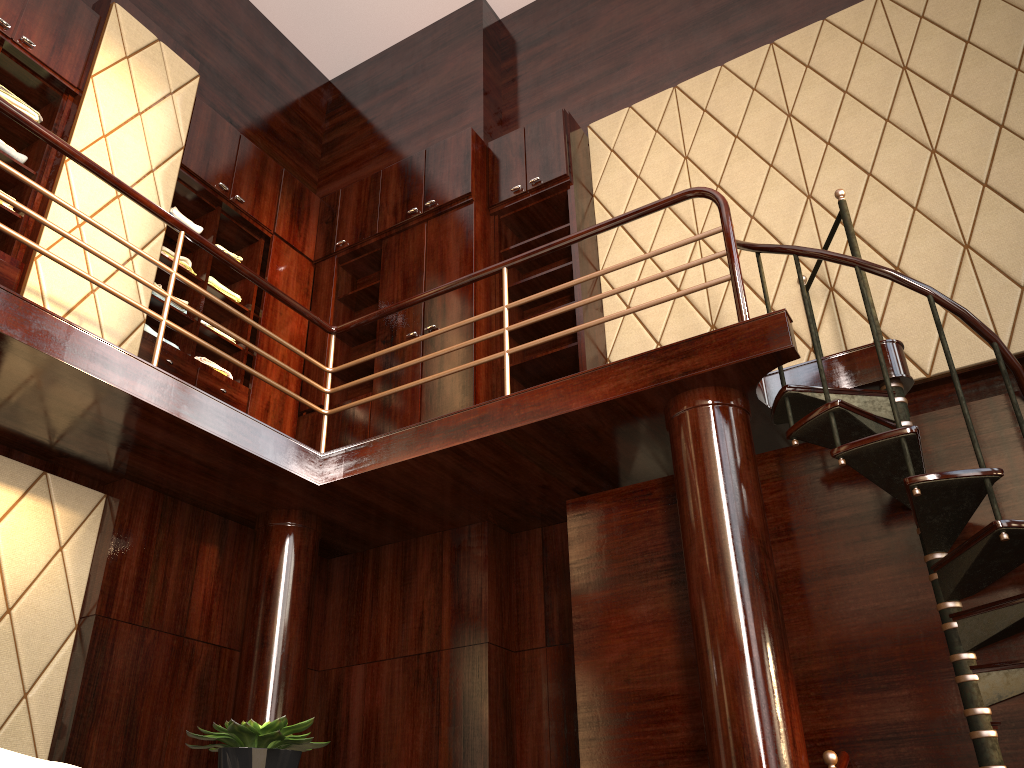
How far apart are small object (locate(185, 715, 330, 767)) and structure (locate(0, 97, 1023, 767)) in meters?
1.8 m

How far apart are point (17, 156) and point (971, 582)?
4.4m

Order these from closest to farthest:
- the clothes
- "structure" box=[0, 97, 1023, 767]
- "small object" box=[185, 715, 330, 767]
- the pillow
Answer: the pillow → "small object" box=[185, 715, 330, 767] → "structure" box=[0, 97, 1023, 767] → the clothes

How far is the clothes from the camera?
4.2m

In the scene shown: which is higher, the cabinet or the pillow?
the cabinet

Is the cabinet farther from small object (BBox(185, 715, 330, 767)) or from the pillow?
the pillow

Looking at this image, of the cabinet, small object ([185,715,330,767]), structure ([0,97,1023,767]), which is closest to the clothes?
the cabinet

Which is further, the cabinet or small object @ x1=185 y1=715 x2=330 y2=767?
the cabinet

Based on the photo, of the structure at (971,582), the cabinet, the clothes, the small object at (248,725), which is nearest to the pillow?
the small object at (248,725)

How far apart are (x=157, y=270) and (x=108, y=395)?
1.83m
